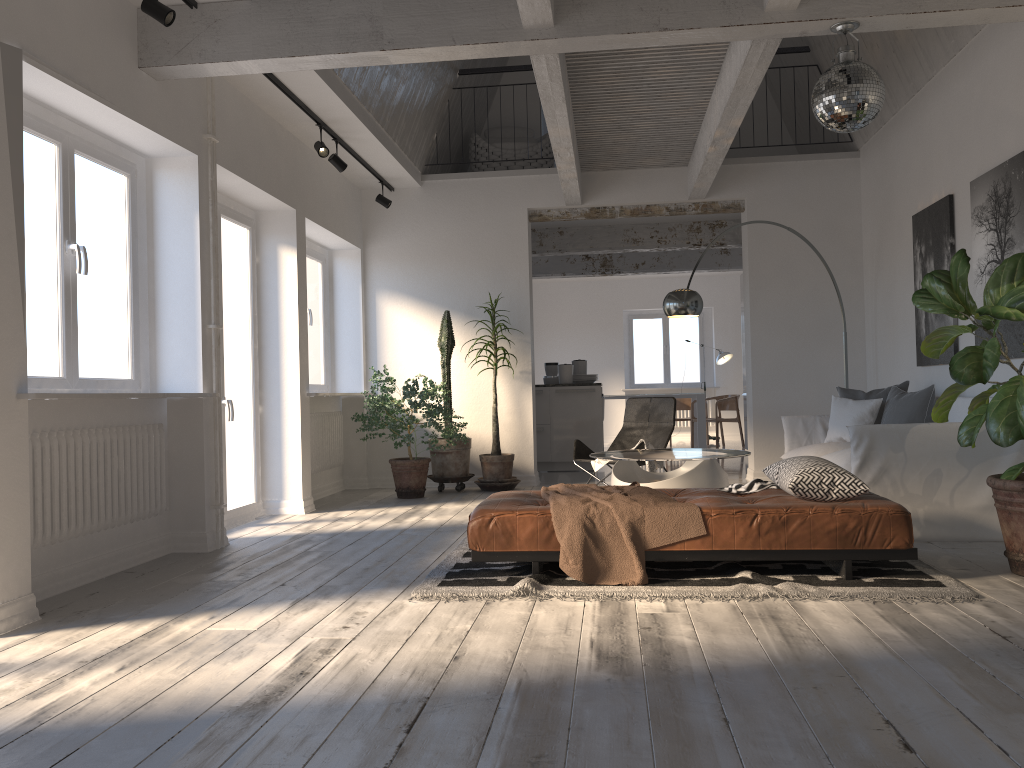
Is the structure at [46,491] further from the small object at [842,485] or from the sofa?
the sofa

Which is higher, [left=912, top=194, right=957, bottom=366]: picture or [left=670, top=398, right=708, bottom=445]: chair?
[left=912, top=194, right=957, bottom=366]: picture

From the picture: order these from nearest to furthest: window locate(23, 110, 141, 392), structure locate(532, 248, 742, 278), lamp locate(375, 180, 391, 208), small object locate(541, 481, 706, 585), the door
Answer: small object locate(541, 481, 706, 585)
window locate(23, 110, 141, 392)
the door
lamp locate(375, 180, 391, 208)
structure locate(532, 248, 742, 278)

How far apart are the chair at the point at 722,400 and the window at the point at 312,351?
6.8m

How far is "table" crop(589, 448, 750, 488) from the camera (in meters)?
5.78

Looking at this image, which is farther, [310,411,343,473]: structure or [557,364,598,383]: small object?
[557,364,598,383]: small object

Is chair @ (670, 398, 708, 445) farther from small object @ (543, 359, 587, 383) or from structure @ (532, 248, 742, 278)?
small object @ (543, 359, 587, 383)

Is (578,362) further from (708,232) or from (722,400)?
(722,400)

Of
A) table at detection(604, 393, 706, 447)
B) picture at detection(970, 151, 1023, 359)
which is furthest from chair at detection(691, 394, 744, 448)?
picture at detection(970, 151, 1023, 359)

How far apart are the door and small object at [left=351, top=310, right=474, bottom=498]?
1.1m
